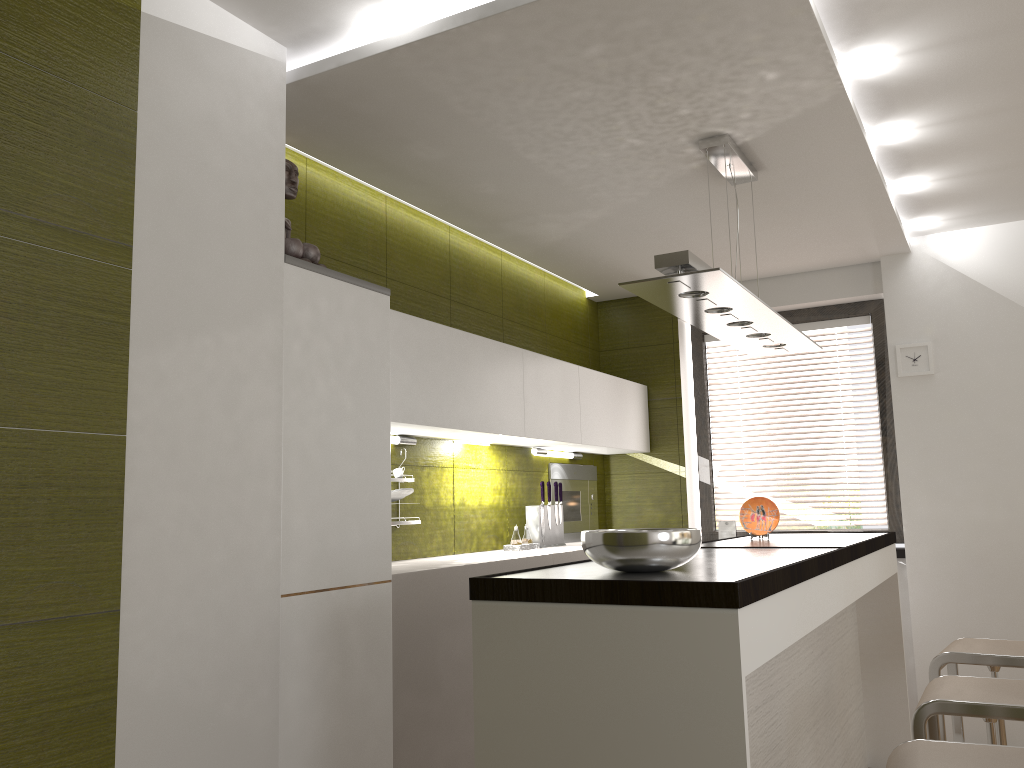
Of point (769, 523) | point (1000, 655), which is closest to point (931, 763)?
point (1000, 655)

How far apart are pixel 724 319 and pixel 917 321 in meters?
2.2

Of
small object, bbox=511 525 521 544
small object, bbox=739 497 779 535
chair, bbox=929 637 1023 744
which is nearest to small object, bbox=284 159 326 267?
small object, bbox=511 525 521 544

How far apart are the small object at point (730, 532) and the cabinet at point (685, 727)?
1.1m

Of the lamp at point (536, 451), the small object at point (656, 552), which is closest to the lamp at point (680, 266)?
the small object at point (656, 552)

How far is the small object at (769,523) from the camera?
4.0m

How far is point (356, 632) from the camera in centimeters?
284cm

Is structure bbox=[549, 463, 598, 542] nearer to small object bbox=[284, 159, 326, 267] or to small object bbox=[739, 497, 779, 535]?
small object bbox=[739, 497, 779, 535]

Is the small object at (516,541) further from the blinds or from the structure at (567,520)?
the blinds

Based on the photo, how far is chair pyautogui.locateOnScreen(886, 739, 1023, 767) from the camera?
1.9m
